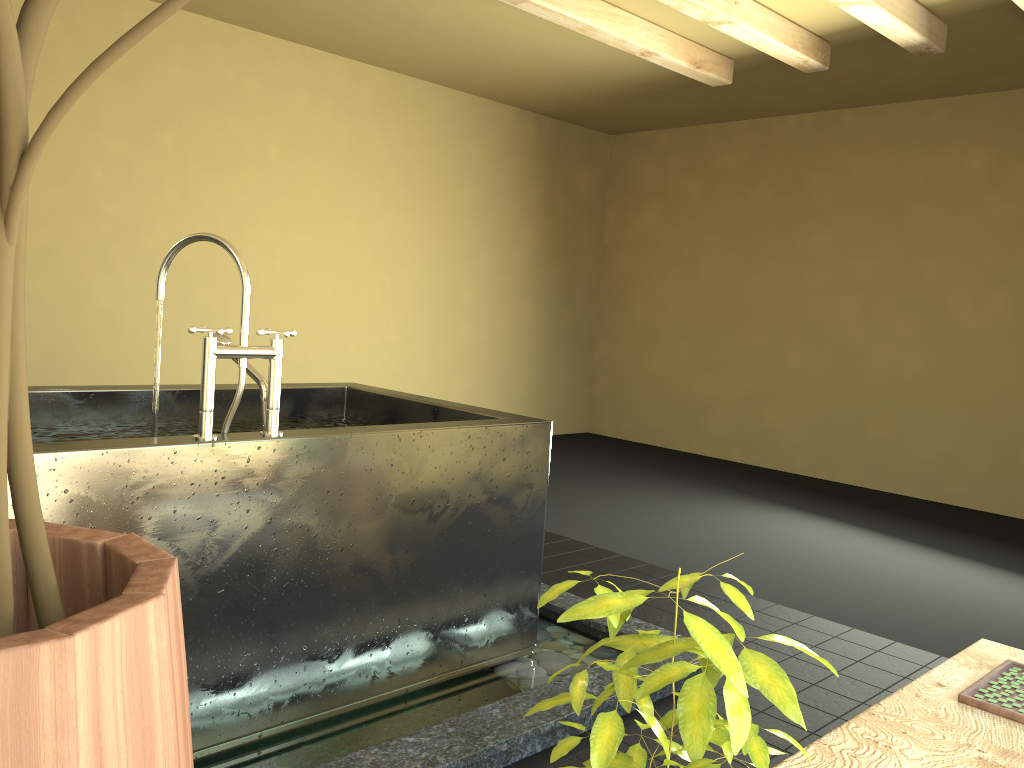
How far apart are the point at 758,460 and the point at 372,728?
5.1 meters

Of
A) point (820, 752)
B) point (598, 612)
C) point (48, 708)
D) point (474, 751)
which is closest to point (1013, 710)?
point (820, 752)

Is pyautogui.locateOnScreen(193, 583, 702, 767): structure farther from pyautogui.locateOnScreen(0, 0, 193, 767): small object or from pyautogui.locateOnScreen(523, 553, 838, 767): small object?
pyautogui.locateOnScreen(0, 0, 193, 767): small object

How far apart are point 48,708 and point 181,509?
1.73m

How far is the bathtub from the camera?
1.9m

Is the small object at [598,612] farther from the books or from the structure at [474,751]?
the structure at [474,751]

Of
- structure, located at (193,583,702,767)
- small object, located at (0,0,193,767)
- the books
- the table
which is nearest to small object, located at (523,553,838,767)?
small object, located at (0,0,193,767)

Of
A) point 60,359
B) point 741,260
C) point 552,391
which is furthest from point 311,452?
point 552,391

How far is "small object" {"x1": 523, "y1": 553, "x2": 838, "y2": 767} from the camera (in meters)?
0.56

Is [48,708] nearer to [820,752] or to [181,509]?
[820,752]
